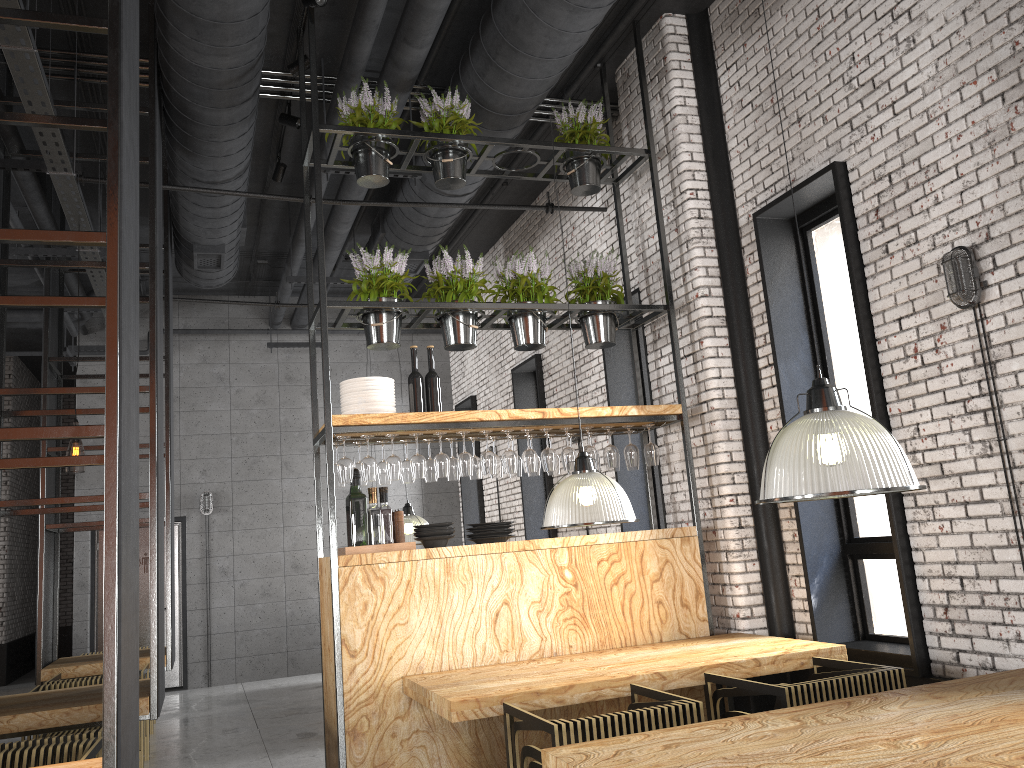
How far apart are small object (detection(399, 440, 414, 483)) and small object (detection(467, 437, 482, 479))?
0.4m

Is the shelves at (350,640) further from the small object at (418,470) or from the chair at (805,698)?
the chair at (805,698)

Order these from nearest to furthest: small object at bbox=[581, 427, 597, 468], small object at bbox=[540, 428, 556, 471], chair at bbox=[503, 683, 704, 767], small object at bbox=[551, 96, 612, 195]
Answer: chair at bbox=[503, 683, 704, 767]
small object at bbox=[540, 428, 556, 471]
small object at bbox=[581, 427, 597, 468]
small object at bbox=[551, 96, 612, 195]

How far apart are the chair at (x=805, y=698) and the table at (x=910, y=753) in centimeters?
54cm

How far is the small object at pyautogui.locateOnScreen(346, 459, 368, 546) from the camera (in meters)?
5.12

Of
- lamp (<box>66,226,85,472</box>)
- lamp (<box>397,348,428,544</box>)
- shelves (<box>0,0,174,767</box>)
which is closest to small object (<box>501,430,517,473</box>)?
shelves (<box>0,0,174,767</box>)

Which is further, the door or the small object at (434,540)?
the door

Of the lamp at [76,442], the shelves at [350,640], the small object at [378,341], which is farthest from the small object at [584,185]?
the lamp at [76,442]

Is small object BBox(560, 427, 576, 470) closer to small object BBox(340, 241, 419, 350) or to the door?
small object BBox(340, 241, 419, 350)

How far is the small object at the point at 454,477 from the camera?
5.6 meters
